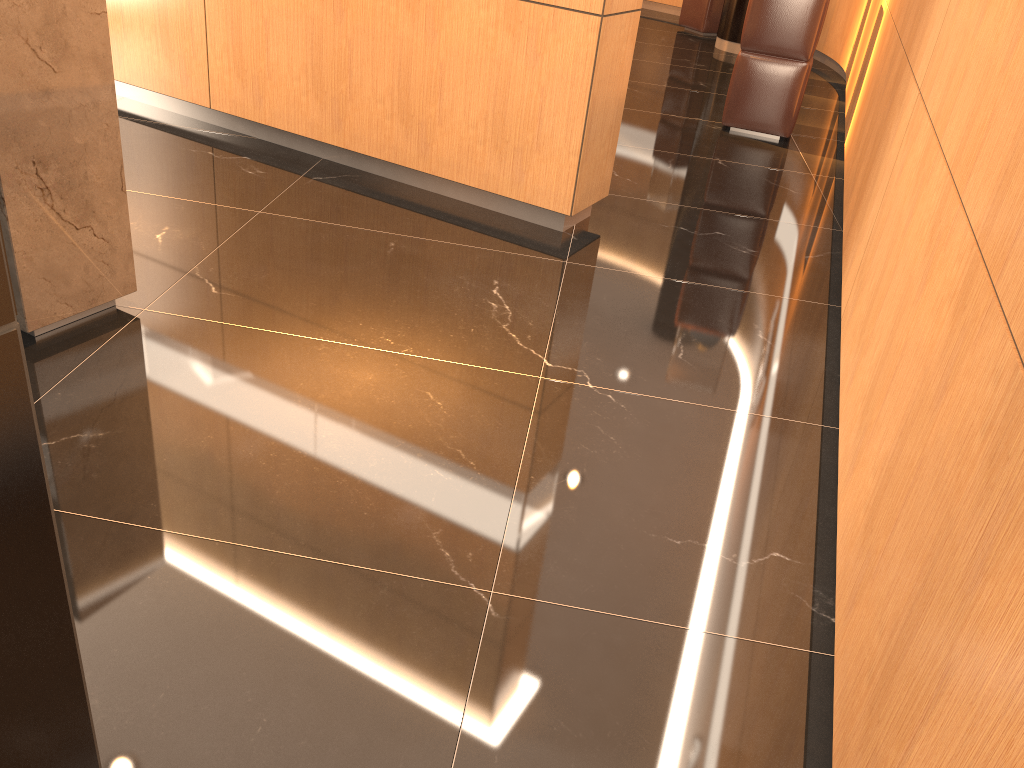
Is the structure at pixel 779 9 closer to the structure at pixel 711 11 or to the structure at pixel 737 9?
the structure at pixel 737 9

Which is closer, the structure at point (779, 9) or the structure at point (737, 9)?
the structure at point (779, 9)

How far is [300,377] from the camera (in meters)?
2.69

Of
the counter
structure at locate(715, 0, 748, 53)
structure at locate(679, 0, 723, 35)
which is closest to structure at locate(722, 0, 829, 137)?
structure at locate(715, 0, 748, 53)

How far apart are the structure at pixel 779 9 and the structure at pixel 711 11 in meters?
4.2

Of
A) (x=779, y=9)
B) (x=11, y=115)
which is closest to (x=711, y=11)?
(x=779, y=9)

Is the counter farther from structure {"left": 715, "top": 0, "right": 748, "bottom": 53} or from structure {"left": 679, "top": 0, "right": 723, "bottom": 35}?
structure {"left": 679, "top": 0, "right": 723, "bottom": 35}

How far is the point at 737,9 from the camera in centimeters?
879cm

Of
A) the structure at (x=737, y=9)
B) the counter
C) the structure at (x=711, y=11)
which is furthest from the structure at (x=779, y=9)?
the counter

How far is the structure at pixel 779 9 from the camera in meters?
5.6
